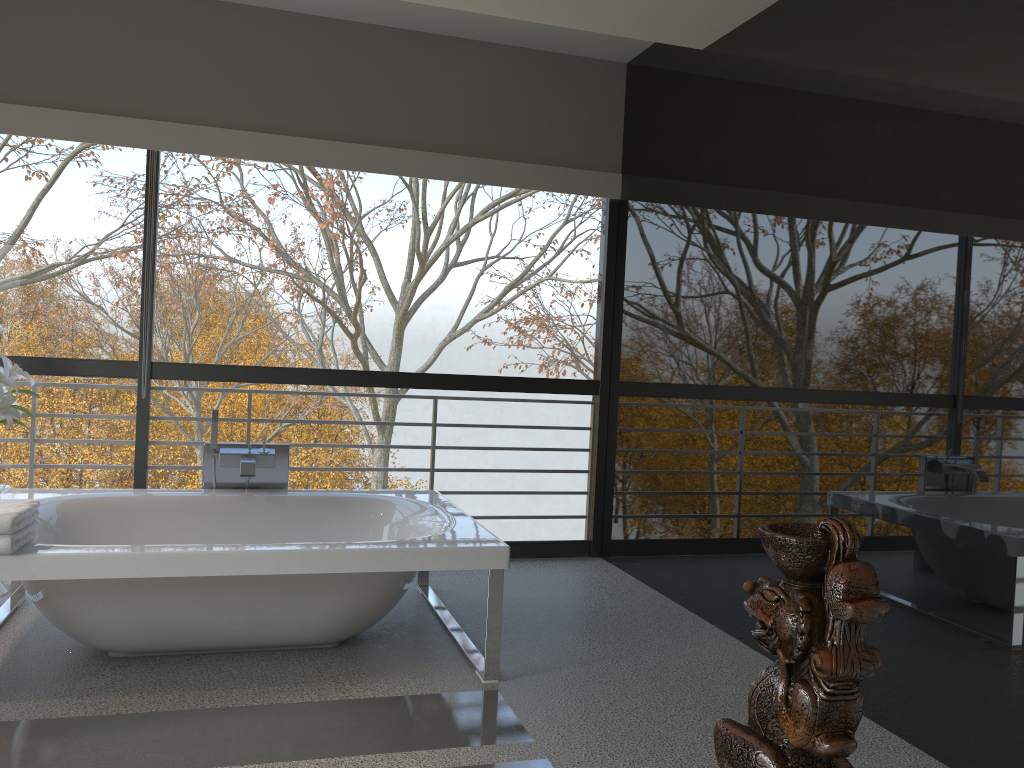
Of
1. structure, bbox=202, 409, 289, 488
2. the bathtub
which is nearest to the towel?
the bathtub

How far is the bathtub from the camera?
3.0m

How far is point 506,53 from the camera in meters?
5.1

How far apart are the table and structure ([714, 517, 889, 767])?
4.1 meters

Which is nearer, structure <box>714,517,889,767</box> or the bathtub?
structure <box>714,517,889,767</box>

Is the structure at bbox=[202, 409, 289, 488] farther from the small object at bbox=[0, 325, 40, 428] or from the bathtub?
the small object at bbox=[0, 325, 40, 428]

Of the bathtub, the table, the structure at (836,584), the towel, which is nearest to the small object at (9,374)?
the bathtub

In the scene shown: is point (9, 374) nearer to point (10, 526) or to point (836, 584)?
point (10, 526)

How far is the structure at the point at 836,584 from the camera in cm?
75

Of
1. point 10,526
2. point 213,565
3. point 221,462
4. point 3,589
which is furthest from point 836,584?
point 3,589
